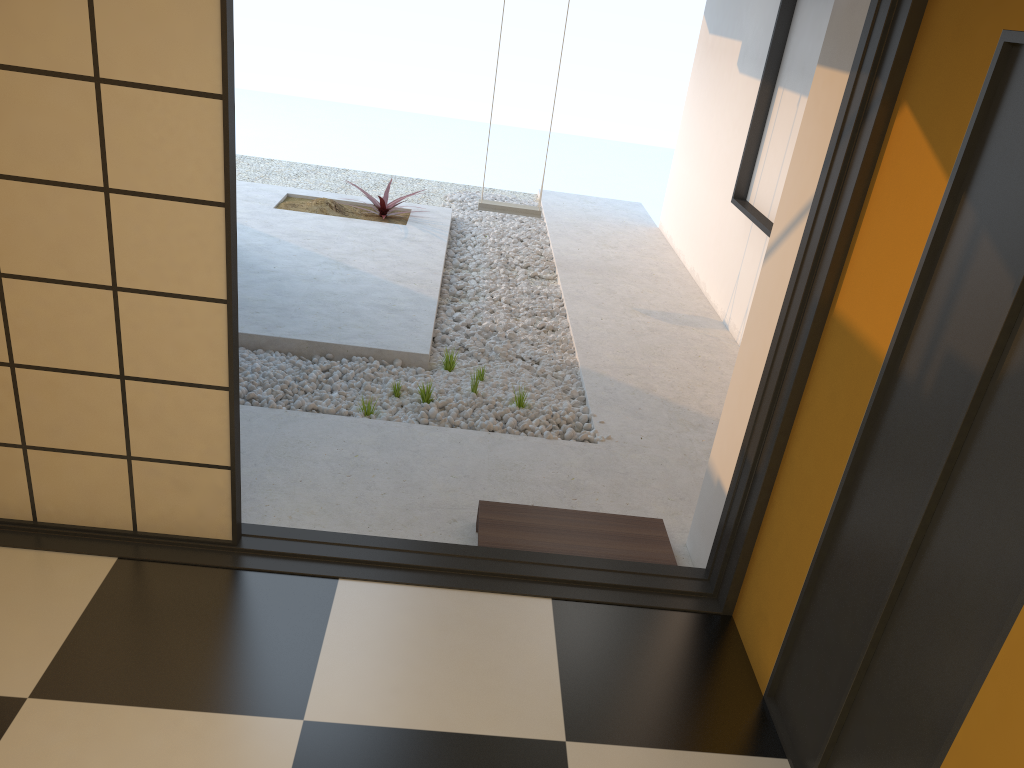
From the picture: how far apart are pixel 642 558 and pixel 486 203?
4.0m

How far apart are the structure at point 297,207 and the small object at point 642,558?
4.1 meters

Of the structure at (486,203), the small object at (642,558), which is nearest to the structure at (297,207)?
the structure at (486,203)

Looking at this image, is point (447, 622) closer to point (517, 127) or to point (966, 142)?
point (966, 142)

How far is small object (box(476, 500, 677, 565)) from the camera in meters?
3.1 m

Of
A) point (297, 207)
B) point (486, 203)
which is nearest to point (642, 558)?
point (486, 203)

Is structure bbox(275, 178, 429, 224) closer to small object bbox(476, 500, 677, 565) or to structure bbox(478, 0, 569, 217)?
structure bbox(478, 0, 569, 217)

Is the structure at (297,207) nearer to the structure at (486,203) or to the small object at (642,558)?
the structure at (486,203)

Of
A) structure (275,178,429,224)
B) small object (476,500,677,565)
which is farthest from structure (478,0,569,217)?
small object (476,500,677,565)

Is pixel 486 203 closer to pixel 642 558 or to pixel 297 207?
pixel 297 207
